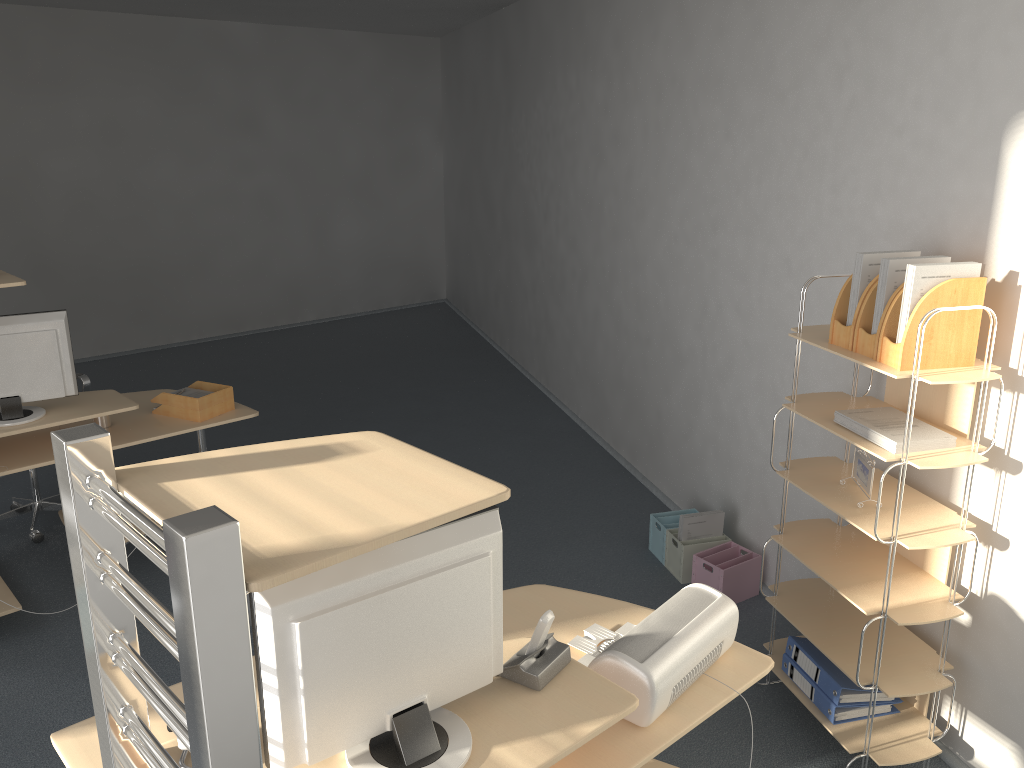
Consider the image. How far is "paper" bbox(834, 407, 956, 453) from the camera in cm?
260

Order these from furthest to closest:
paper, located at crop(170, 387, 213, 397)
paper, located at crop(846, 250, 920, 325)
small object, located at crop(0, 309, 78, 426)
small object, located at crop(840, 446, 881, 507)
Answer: paper, located at crop(170, 387, 213, 397), small object, located at crop(0, 309, 78, 426), small object, located at crop(840, 446, 881, 507), paper, located at crop(846, 250, 920, 325)

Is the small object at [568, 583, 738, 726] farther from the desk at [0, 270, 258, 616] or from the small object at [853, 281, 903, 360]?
the desk at [0, 270, 258, 616]

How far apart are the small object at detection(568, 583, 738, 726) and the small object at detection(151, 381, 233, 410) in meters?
2.4 m

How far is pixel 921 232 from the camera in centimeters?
293cm

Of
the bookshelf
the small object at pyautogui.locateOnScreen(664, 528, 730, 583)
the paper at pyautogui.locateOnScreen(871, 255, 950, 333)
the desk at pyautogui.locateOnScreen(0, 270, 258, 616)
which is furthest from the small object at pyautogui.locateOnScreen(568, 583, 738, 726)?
the desk at pyautogui.locateOnScreen(0, 270, 258, 616)

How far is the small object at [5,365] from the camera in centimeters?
363cm

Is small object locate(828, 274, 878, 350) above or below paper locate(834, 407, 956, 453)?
above

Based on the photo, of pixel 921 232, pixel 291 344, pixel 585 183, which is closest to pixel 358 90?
pixel 291 344

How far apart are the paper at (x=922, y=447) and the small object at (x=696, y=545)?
1.4 meters
